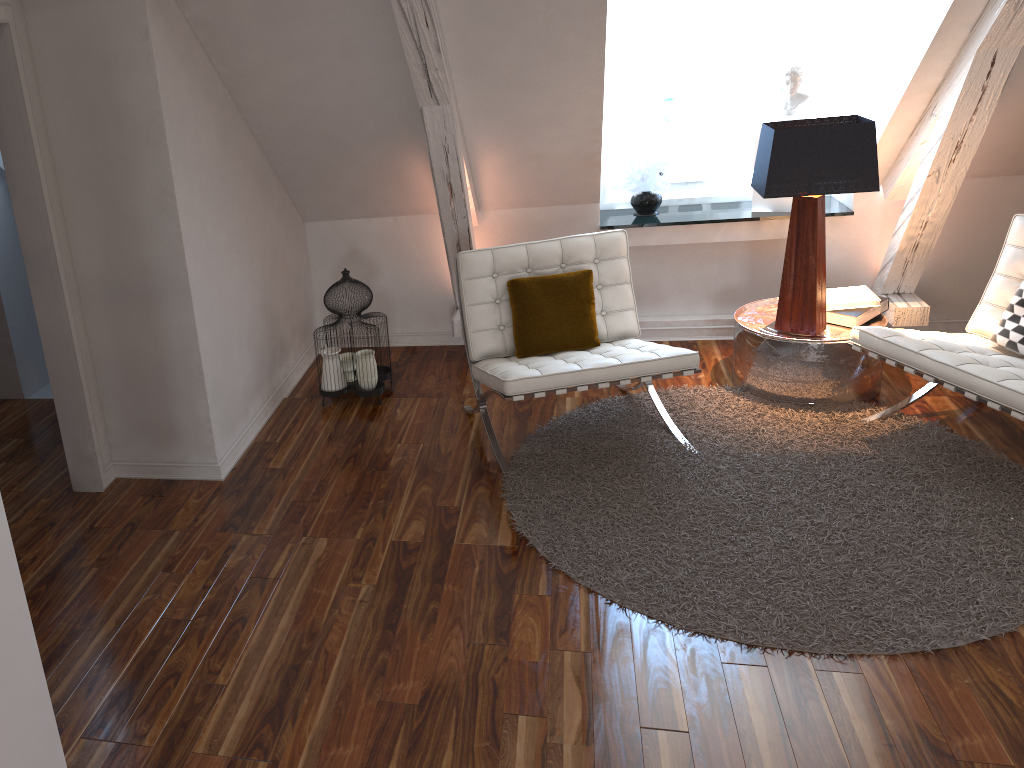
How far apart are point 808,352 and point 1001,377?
0.8 meters

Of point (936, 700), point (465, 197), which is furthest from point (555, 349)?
point (936, 700)

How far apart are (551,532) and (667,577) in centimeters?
39cm

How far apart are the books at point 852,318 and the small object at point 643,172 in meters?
1.0 m

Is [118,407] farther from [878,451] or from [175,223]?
[878,451]

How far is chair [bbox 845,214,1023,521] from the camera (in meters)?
2.66

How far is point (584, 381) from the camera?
2.92m

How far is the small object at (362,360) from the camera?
3.6m

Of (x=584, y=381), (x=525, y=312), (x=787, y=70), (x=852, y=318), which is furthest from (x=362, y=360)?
(x=787, y=70)

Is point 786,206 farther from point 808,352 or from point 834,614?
point 834,614
